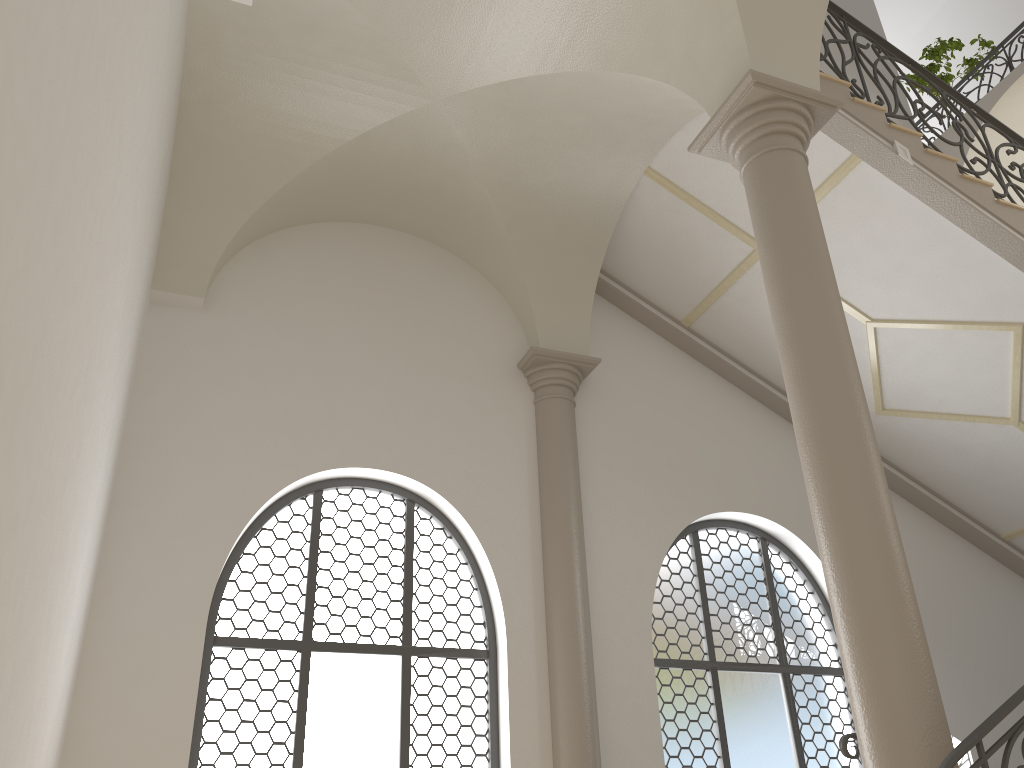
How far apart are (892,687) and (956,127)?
5.21m

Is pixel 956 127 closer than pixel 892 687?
No

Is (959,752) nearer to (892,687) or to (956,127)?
(892,687)

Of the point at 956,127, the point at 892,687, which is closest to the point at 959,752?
the point at 892,687

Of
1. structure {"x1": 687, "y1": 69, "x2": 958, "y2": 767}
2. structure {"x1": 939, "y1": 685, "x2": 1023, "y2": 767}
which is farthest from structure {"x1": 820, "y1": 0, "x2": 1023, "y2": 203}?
structure {"x1": 939, "y1": 685, "x2": 1023, "y2": 767}

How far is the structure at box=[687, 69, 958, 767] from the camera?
3.78m

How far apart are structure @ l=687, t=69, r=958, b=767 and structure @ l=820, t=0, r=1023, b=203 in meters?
1.7 m

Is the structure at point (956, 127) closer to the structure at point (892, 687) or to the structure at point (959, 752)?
the structure at point (892, 687)

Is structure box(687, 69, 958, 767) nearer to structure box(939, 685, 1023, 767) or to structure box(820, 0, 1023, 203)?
structure box(939, 685, 1023, 767)

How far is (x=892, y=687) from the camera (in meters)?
3.78
